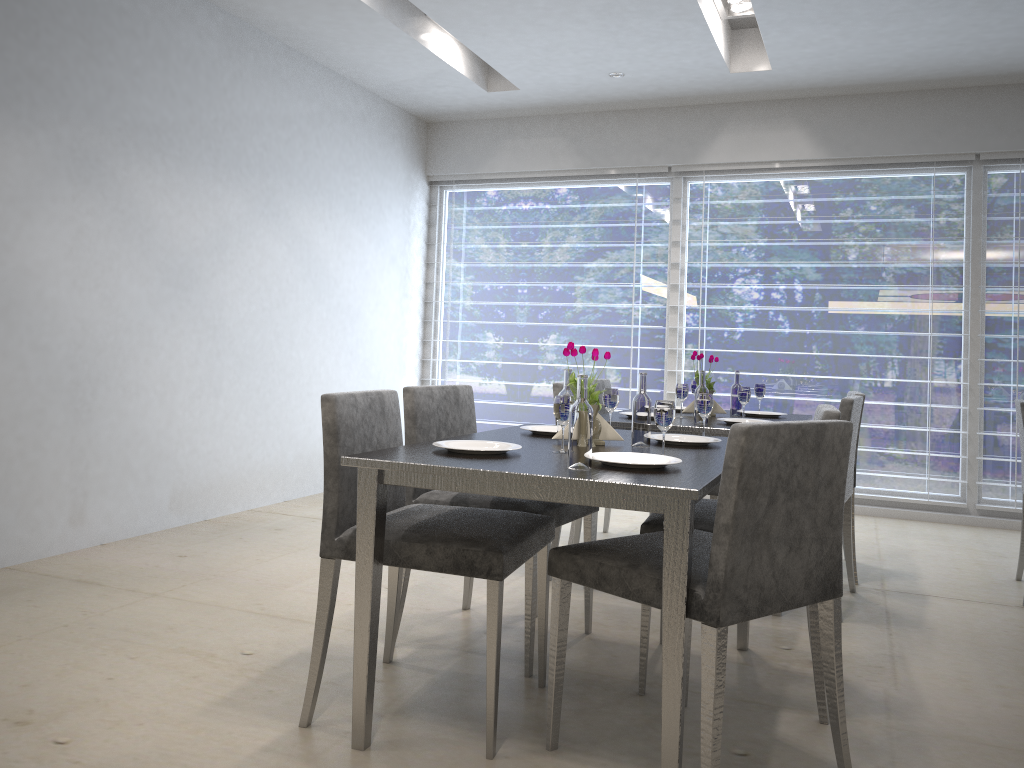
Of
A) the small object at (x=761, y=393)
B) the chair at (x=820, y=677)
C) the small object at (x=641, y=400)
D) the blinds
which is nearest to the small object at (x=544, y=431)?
the small object at (x=641, y=400)

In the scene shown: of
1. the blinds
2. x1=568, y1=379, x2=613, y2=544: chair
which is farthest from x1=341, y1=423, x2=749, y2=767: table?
the blinds

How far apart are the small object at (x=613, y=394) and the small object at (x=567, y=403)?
0.6 meters

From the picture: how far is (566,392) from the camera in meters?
2.5

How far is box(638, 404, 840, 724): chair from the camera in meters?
2.2

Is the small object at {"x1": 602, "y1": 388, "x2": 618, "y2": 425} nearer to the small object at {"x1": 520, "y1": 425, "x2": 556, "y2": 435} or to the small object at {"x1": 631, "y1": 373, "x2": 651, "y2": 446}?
the small object at {"x1": 520, "y1": 425, "x2": 556, "y2": 435}

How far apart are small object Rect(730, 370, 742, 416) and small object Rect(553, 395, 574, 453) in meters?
1.8 m

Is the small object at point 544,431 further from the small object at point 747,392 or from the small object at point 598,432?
the small object at point 747,392

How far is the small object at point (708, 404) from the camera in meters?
2.7

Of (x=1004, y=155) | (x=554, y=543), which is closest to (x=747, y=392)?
(x=554, y=543)
